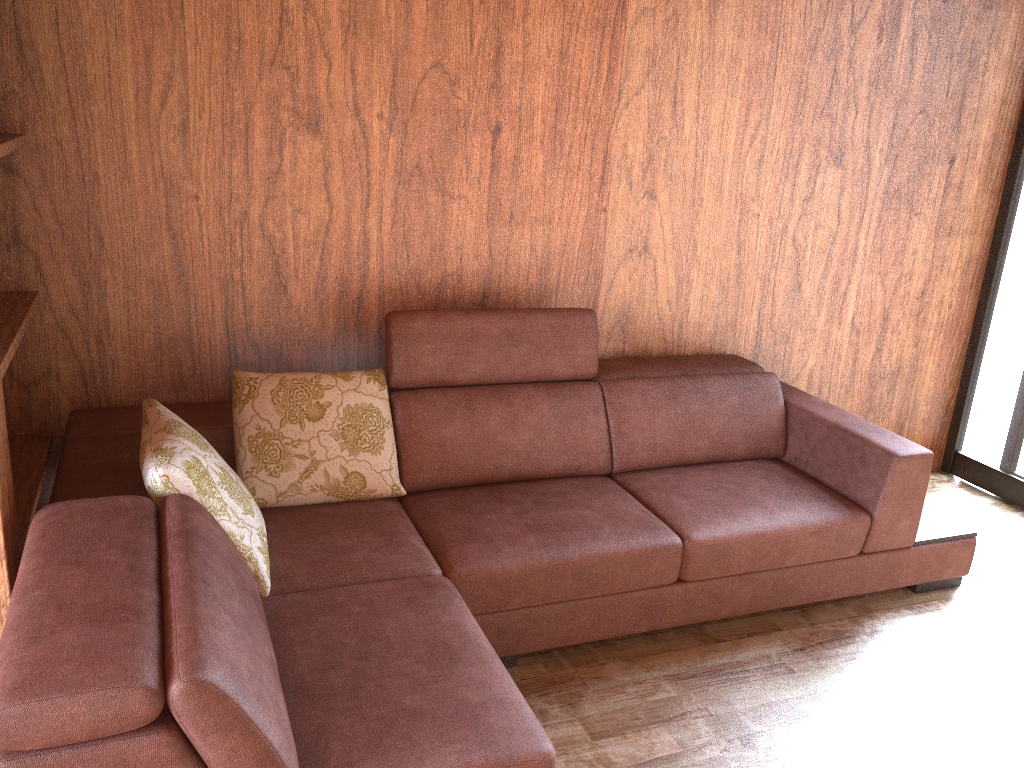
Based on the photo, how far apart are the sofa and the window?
0.82m

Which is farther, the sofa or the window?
the window

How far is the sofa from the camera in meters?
1.2 m

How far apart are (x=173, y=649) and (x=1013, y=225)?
3.3m

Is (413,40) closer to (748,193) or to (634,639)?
(748,193)

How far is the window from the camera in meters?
3.3

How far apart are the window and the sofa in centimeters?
82cm

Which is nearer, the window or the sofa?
the sofa

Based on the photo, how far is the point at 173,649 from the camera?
1.2 meters
